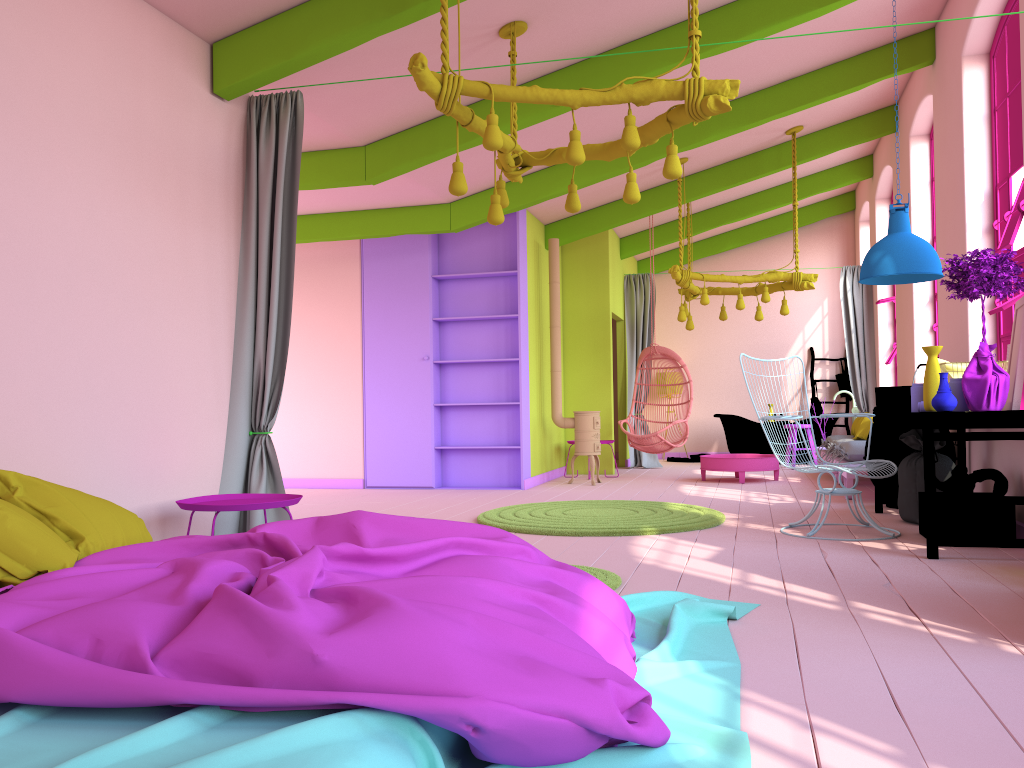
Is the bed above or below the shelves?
below

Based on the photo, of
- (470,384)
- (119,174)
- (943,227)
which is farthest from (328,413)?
(943,227)

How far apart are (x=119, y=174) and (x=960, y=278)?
4.6 meters

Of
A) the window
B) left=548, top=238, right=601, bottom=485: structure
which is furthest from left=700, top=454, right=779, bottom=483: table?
the window

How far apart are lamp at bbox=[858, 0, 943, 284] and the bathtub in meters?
6.7 m

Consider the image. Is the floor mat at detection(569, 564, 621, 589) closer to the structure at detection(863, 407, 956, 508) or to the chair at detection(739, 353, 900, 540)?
the chair at detection(739, 353, 900, 540)

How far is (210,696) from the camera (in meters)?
1.83

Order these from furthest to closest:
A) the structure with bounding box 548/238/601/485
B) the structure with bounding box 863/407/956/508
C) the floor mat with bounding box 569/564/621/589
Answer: the structure with bounding box 548/238/601/485, the structure with bounding box 863/407/956/508, the floor mat with bounding box 569/564/621/589

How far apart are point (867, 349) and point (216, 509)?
9.95m

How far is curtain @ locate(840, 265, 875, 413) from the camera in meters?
11.8
